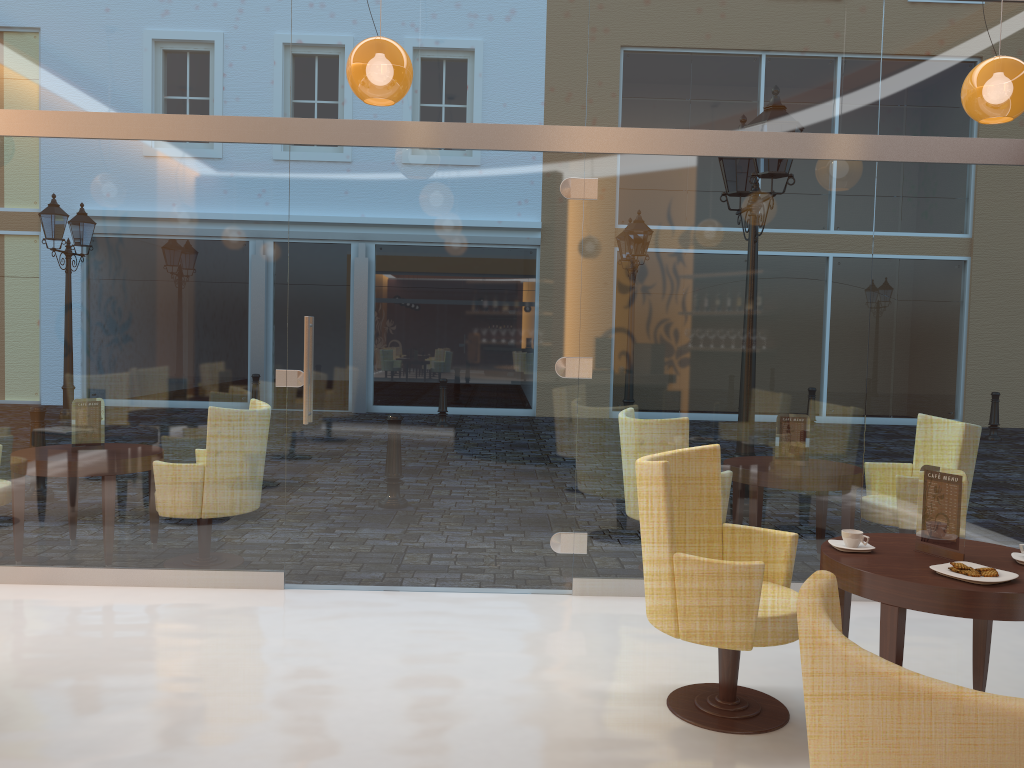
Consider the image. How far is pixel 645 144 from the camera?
4.9 meters

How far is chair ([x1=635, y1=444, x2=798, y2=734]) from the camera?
3.2m

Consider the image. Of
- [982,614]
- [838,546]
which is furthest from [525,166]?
[982,614]

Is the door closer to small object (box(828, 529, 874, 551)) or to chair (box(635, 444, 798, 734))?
chair (box(635, 444, 798, 734))

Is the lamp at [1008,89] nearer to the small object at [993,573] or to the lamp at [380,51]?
the small object at [993,573]

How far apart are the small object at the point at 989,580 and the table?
0.0 meters

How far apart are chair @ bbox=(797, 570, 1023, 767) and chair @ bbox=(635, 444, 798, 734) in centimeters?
149cm

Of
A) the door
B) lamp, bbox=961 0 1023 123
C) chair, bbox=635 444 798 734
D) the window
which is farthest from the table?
lamp, bbox=961 0 1023 123

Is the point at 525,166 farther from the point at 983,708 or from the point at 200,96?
the point at 983,708

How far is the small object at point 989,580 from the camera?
2.93m
